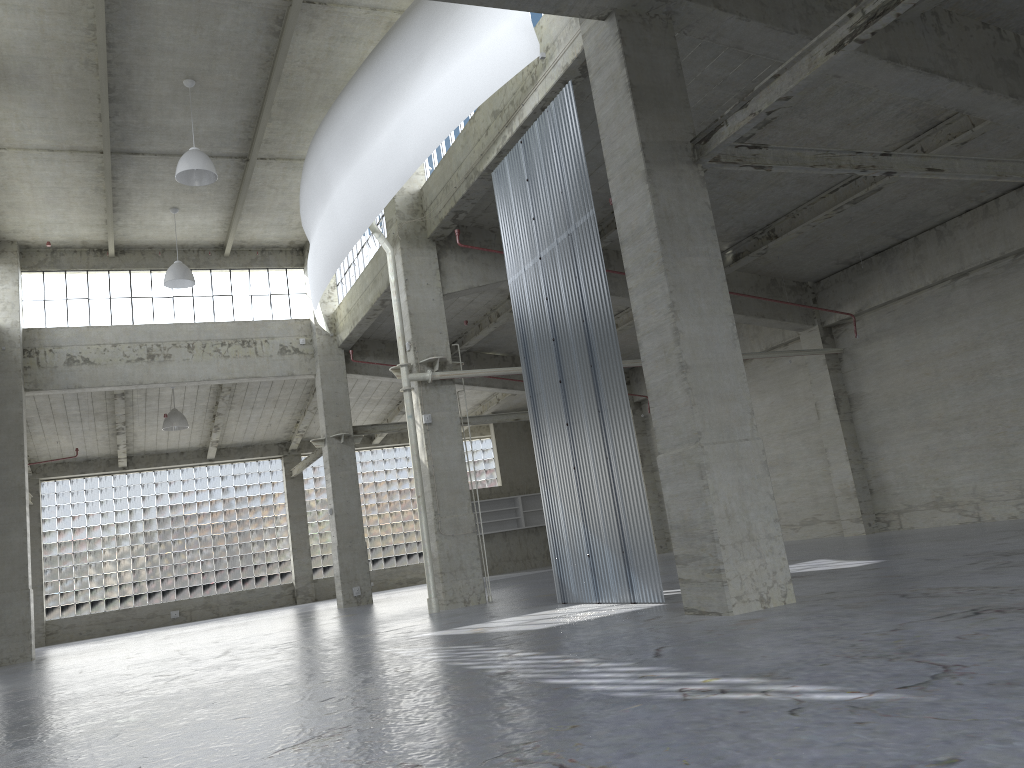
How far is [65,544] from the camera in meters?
45.4

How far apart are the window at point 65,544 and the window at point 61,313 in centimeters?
1489cm

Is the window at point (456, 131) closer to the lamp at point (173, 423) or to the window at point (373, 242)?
the window at point (373, 242)

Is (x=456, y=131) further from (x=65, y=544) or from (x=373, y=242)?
(x=65, y=544)

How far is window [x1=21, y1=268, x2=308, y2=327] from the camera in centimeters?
3451cm

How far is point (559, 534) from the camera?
19.4 meters

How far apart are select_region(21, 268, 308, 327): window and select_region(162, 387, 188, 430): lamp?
4.8m

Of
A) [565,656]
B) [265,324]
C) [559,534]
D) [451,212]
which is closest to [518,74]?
[451,212]

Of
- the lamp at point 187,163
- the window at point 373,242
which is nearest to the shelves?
the window at point 373,242

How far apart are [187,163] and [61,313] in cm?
1435
